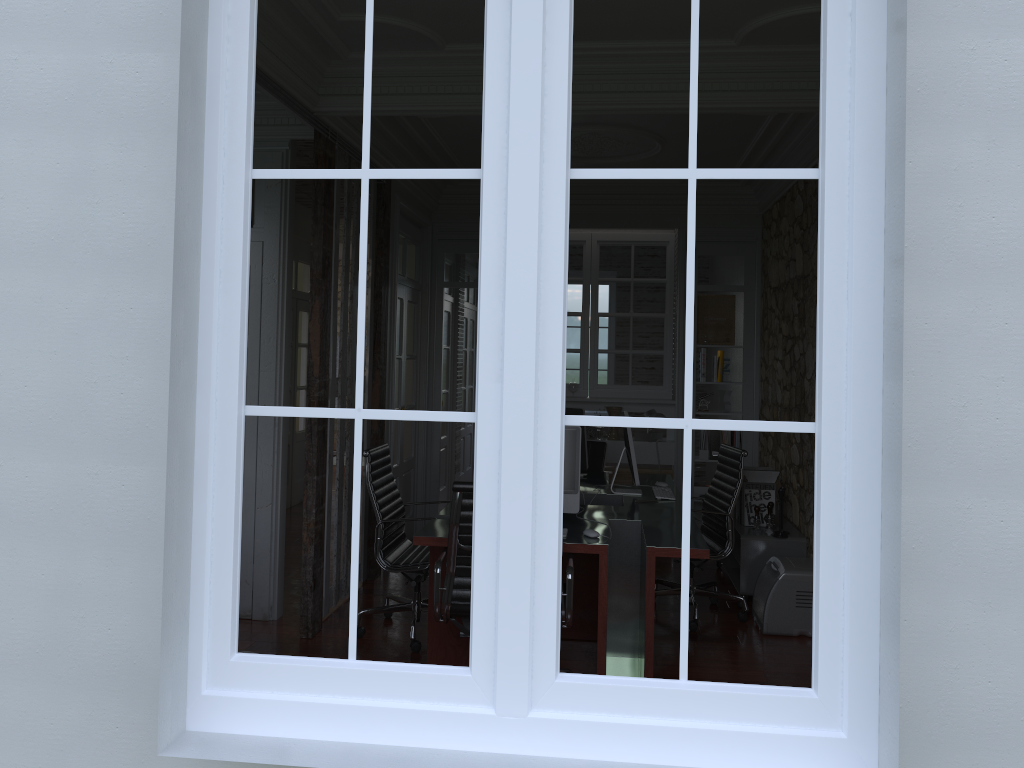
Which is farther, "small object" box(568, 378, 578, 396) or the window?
"small object" box(568, 378, 578, 396)

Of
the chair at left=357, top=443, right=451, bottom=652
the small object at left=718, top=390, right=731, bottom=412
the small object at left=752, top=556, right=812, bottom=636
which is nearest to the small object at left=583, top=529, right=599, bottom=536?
the chair at left=357, top=443, right=451, bottom=652

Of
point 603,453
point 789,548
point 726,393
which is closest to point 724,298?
point 726,393

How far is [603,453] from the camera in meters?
6.7 m

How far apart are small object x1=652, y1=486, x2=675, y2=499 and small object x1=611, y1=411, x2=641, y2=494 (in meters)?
0.18

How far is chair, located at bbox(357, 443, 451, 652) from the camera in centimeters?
474cm

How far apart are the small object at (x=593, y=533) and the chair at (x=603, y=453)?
2.6 meters

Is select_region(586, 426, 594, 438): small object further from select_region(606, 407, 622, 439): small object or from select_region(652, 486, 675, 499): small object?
select_region(652, 486, 675, 499): small object

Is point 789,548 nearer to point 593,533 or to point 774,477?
point 774,477

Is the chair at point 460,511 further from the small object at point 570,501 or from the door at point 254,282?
the door at point 254,282
